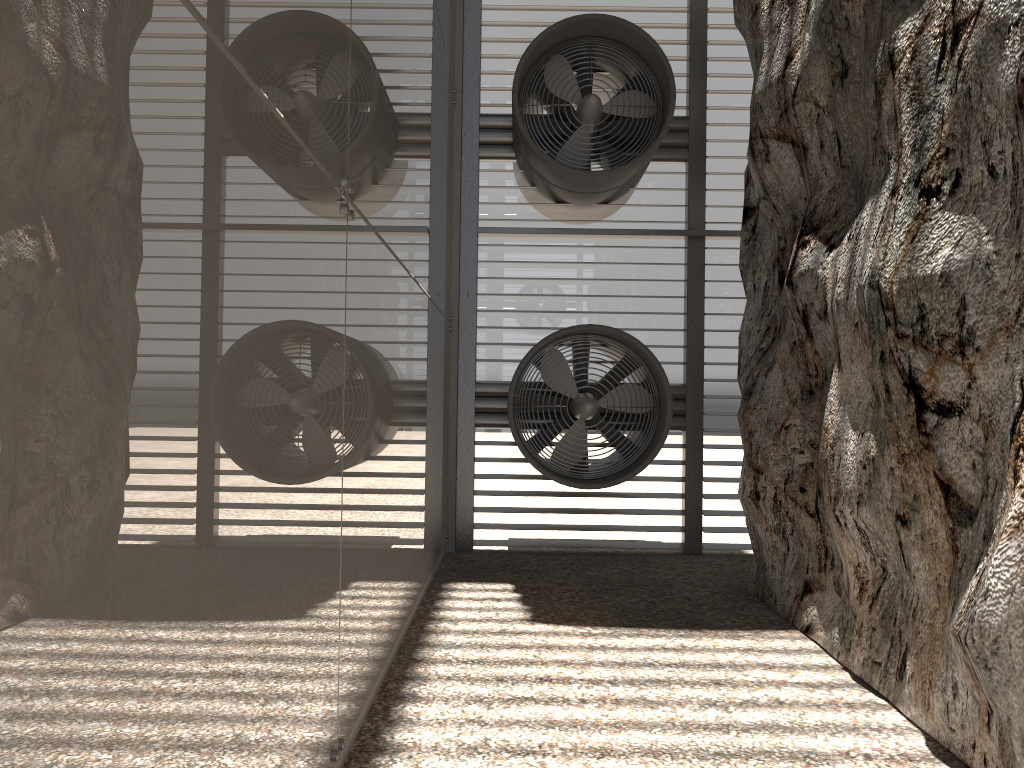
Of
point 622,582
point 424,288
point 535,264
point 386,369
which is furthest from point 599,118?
point 386,369
